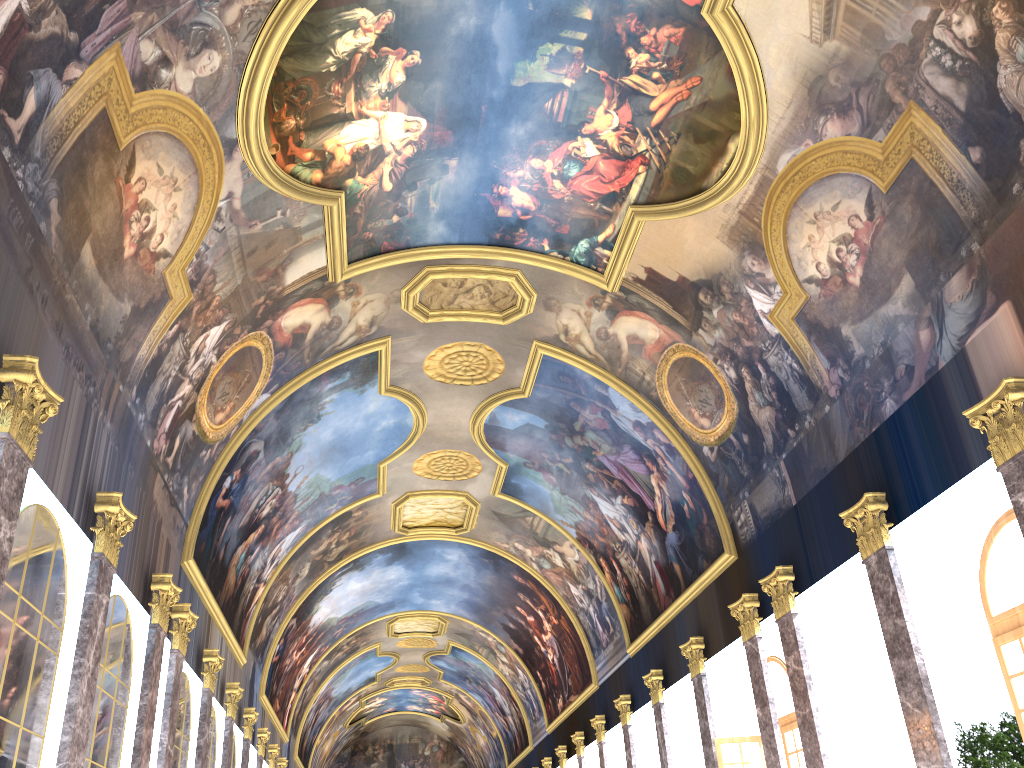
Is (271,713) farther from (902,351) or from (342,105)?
(902,351)

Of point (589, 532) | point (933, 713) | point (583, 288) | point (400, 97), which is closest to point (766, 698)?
point (933, 713)
